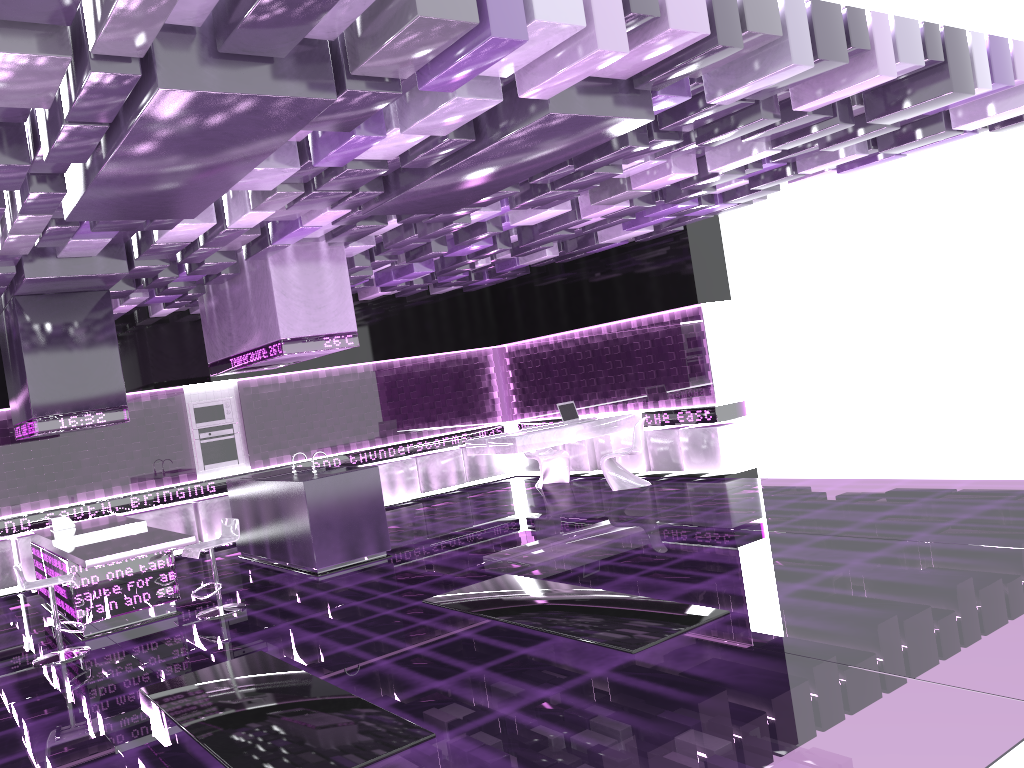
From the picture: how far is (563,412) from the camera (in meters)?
11.59

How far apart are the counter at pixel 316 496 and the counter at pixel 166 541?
1.27m

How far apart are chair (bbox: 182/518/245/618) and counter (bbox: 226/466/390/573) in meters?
0.9 m

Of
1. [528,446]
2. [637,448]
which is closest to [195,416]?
[528,446]

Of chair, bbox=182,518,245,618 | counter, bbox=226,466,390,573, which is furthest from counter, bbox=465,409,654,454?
chair, bbox=182,518,245,618

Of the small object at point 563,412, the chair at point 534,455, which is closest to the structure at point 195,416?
the chair at point 534,455

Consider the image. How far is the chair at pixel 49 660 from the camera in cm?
662

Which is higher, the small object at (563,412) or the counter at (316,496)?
the small object at (563,412)

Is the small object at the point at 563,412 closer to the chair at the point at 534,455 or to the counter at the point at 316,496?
the chair at the point at 534,455

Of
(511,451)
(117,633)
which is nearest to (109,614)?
(117,633)
